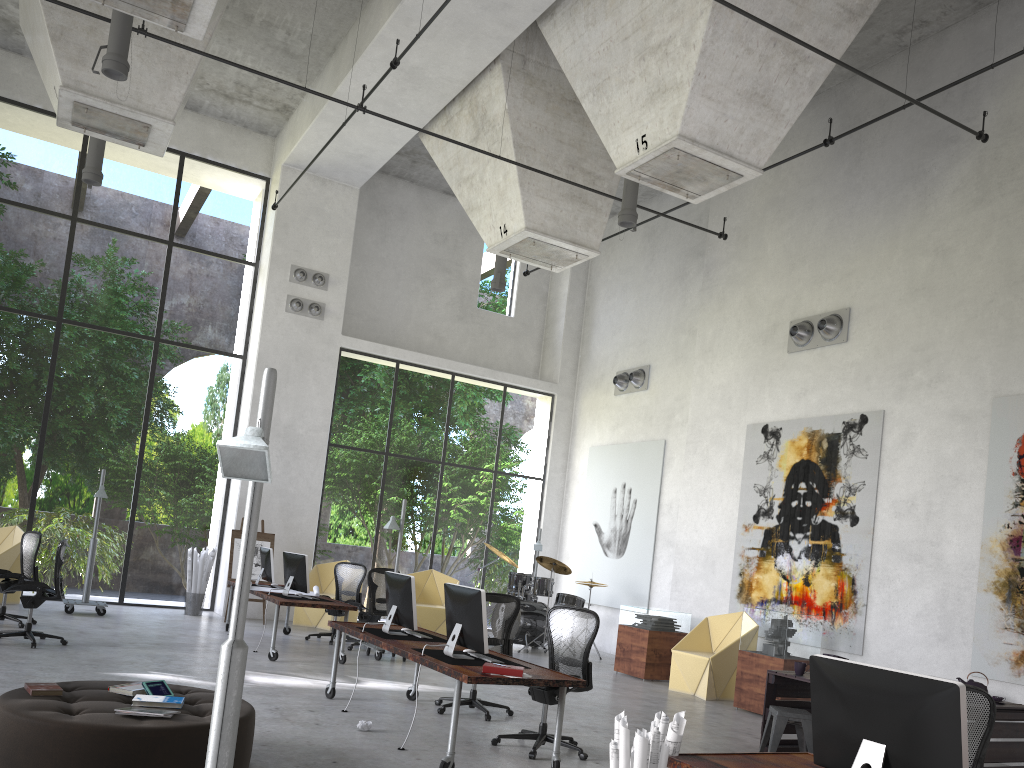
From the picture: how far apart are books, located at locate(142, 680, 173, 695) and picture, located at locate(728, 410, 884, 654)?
8.0 meters

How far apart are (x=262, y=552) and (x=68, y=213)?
24.1m

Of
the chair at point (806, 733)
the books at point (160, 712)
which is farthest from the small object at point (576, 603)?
the books at point (160, 712)

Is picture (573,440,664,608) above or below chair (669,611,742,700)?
above

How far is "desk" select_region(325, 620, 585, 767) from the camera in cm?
572

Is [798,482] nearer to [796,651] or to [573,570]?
[573,570]

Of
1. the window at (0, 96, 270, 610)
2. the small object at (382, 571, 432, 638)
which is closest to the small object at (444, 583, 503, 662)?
the small object at (382, 571, 432, 638)

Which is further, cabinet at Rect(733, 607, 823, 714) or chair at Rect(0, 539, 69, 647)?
cabinet at Rect(733, 607, 823, 714)

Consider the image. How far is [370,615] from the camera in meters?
11.9 m

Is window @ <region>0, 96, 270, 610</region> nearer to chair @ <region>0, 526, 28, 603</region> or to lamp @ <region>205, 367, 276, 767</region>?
chair @ <region>0, 526, 28, 603</region>
